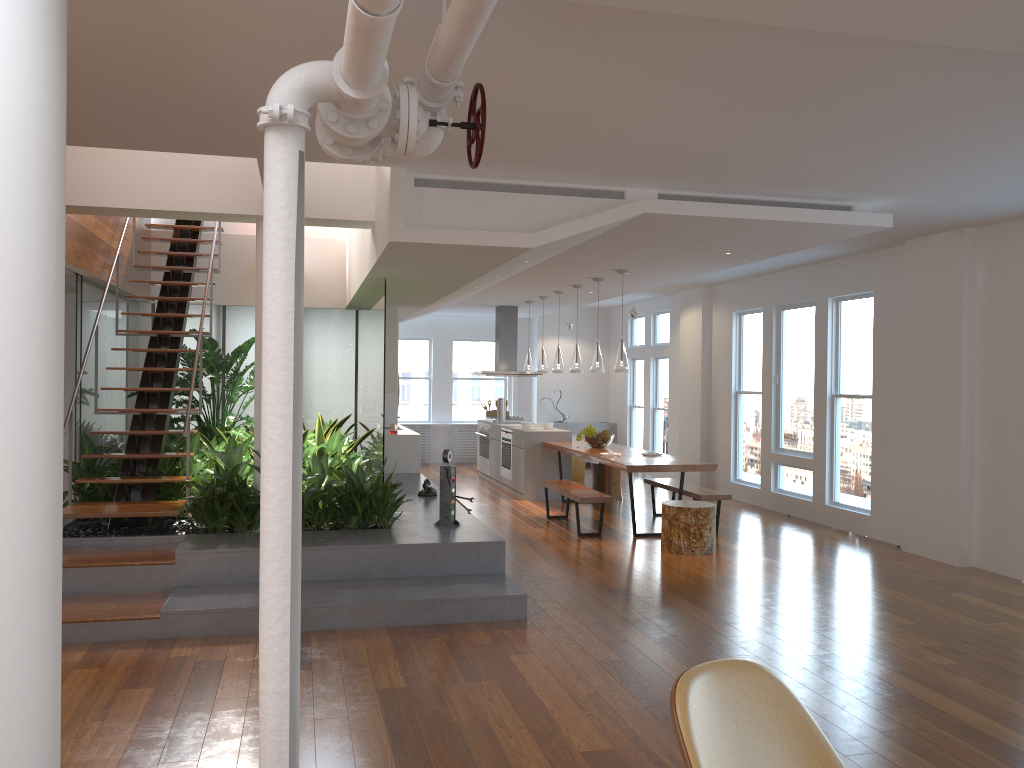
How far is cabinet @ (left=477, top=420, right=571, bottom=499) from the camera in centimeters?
1070cm

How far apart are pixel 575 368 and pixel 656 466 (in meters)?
2.27

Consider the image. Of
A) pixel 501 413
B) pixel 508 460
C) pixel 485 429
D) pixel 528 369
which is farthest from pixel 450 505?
pixel 485 429

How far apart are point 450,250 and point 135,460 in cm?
315

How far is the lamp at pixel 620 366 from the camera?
8.54m

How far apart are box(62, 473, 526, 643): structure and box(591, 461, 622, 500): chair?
2.3 meters

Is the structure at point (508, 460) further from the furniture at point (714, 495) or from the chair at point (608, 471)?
the furniture at point (714, 495)

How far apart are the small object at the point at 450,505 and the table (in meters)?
1.96

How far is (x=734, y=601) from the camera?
5.9 meters

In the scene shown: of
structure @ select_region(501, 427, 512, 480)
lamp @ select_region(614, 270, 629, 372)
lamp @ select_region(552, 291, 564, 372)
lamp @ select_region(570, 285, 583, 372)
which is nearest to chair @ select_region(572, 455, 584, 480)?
structure @ select_region(501, 427, 512, 480)
